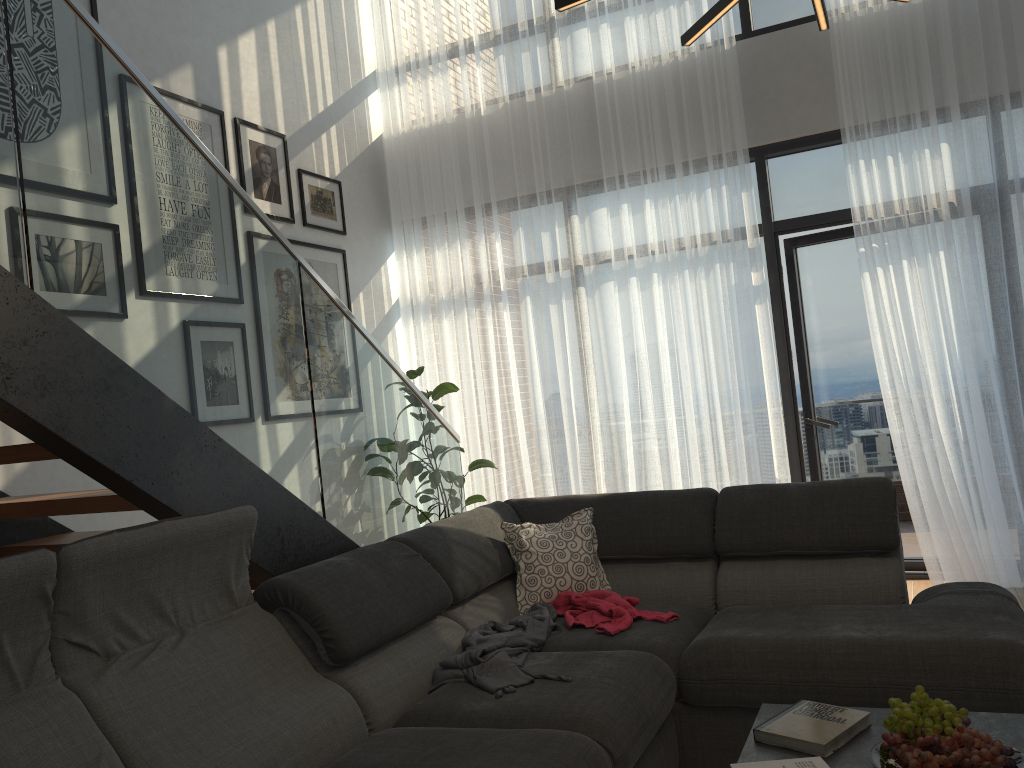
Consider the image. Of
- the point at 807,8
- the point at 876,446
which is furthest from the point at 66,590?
the point at 807,8

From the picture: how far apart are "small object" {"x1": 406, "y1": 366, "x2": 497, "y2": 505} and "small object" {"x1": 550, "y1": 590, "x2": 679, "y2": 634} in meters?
2.3 m

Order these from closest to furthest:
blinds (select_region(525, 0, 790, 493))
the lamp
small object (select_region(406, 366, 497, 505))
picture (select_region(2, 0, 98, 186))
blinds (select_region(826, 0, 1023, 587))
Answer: the lamp, picture (select_region(2, 0, 98, 186)), blinds (select_region(826, 0, 1023, 587)), blinds (select_region(525, 0, 790, 493)), small object (select_region(406, 366, 497, 505))

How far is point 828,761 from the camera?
1.92m

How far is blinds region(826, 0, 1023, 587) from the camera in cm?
434

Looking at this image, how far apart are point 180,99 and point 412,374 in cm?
198

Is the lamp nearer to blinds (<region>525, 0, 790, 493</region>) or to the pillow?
the pillow

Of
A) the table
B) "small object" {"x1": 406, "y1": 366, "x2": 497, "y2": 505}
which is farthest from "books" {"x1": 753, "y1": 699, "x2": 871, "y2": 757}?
"small object" {"x1": 406, "y1": 366, "x2": 497, "y2": 505}

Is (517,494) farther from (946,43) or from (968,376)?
(946,43)

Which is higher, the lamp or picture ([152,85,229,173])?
picture ([152,85,229,173])
